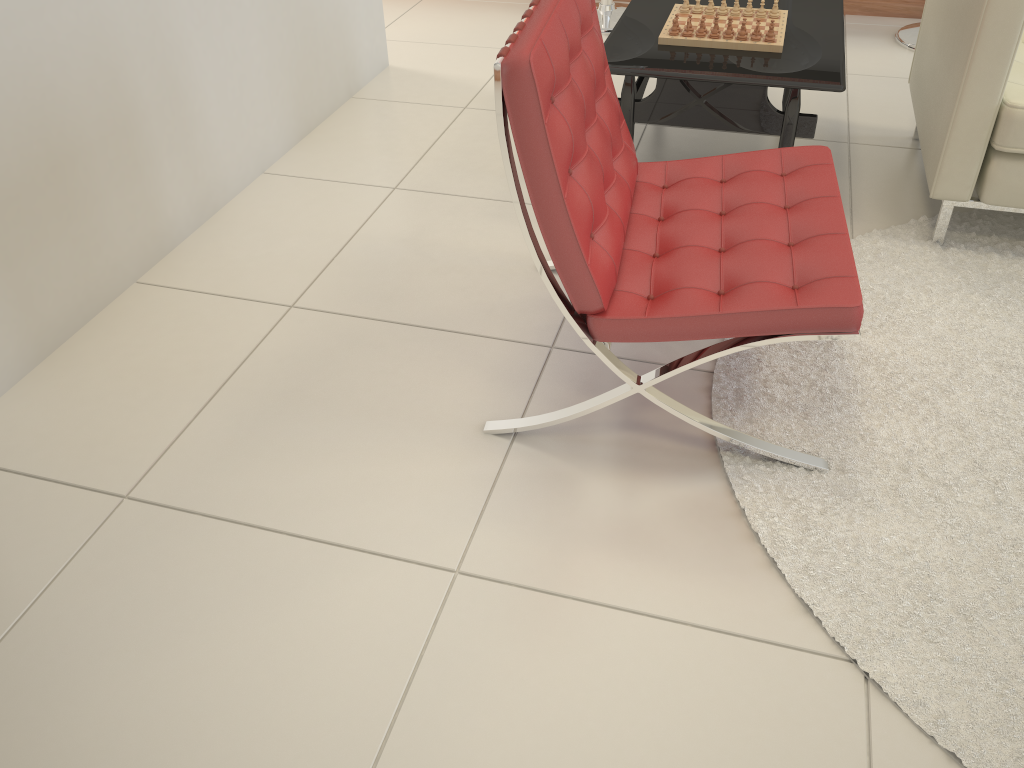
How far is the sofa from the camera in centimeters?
209cm

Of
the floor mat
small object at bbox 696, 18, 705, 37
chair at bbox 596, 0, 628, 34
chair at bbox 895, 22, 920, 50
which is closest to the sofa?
the floor mat

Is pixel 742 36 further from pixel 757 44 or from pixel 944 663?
pixel 944 663

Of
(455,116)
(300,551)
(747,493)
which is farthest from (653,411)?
(455,116)

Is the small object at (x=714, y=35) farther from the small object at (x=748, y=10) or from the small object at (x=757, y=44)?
the small object at (x=748, y=10)

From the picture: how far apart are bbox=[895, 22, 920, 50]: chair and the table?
0.99m

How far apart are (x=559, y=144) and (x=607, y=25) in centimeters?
279cm

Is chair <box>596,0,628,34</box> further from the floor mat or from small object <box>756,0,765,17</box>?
the floor mat

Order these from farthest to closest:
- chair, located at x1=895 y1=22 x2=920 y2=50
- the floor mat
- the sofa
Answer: chair, located at x1=895 y1=22 x2=920 y2=50 < the sofa < the floor mat

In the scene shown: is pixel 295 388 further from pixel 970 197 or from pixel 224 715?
pixel 970 197
